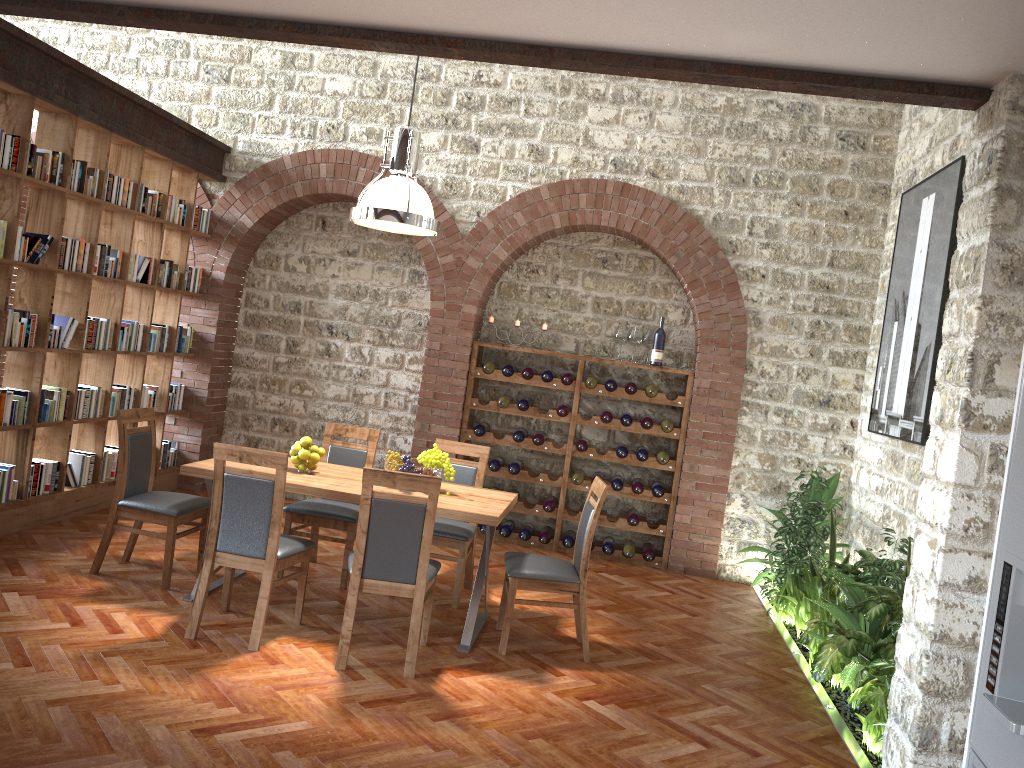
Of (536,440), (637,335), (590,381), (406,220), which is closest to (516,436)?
(536,440)

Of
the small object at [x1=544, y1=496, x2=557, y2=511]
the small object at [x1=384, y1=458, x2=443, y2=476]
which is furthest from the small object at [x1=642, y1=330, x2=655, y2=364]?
the small object at [x1=384, y1=458, x2=443, y2=476]

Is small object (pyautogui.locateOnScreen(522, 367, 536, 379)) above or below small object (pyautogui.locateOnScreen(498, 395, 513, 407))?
above

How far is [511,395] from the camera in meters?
8.1 m

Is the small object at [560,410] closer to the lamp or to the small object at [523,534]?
the small object at [523,534]

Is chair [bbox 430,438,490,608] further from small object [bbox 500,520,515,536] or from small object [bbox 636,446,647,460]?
small object [bbox 636,446,647,460]

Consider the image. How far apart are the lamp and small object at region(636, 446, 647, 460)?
3.0m

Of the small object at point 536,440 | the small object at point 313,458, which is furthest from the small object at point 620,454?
the small object at point 313,458

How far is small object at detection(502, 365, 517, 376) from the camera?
7.6 meters

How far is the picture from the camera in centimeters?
569cm
